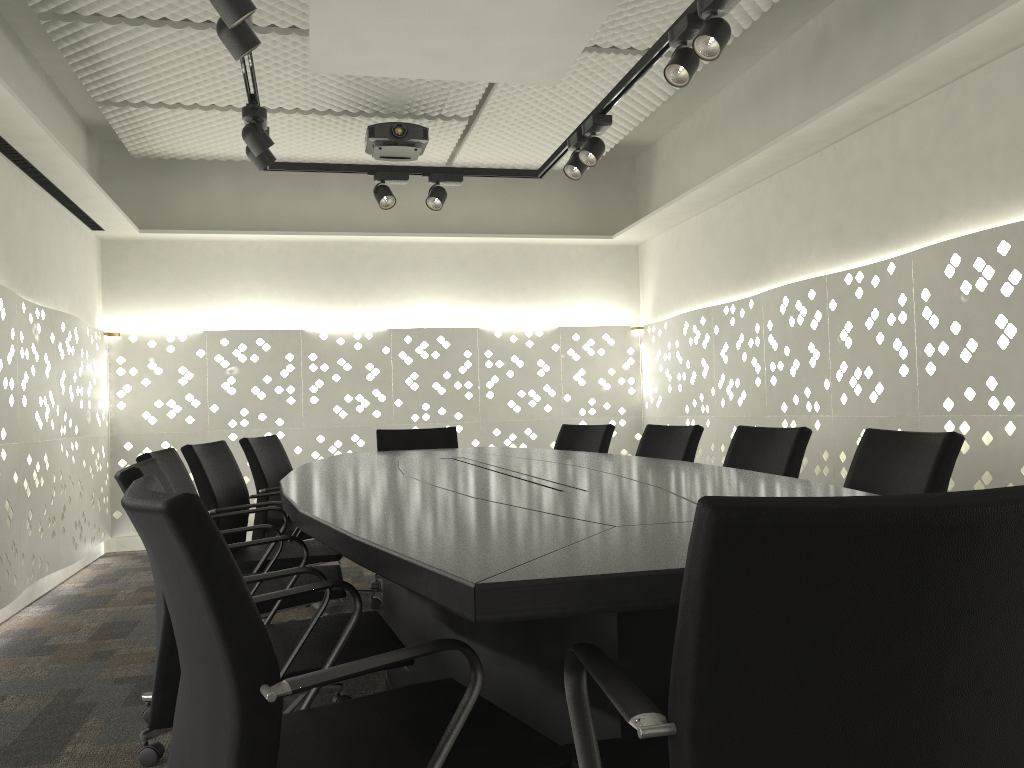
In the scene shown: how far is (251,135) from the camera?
3.5 meters

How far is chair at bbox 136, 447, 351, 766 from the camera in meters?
2.1 m

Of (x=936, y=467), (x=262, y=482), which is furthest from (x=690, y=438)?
(x=262, y=482)

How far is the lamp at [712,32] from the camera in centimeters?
264cm

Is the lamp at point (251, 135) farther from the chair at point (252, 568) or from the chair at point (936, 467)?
the chair at point (936, 467)

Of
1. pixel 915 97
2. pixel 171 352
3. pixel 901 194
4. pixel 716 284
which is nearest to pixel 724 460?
pixel 901 194

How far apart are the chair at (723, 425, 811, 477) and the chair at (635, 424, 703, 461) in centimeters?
29cm

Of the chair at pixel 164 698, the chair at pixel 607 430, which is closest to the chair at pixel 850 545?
the chair at pixel 164 698

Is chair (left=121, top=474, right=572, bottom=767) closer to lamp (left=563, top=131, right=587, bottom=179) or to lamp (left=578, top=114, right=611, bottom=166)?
lamp (left=578, top=114, right=611, bottom=166)

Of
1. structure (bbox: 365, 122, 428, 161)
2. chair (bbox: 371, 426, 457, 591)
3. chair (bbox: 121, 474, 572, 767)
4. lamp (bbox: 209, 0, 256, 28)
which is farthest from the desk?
structure (bbox: 365, 122, 428, 161)
